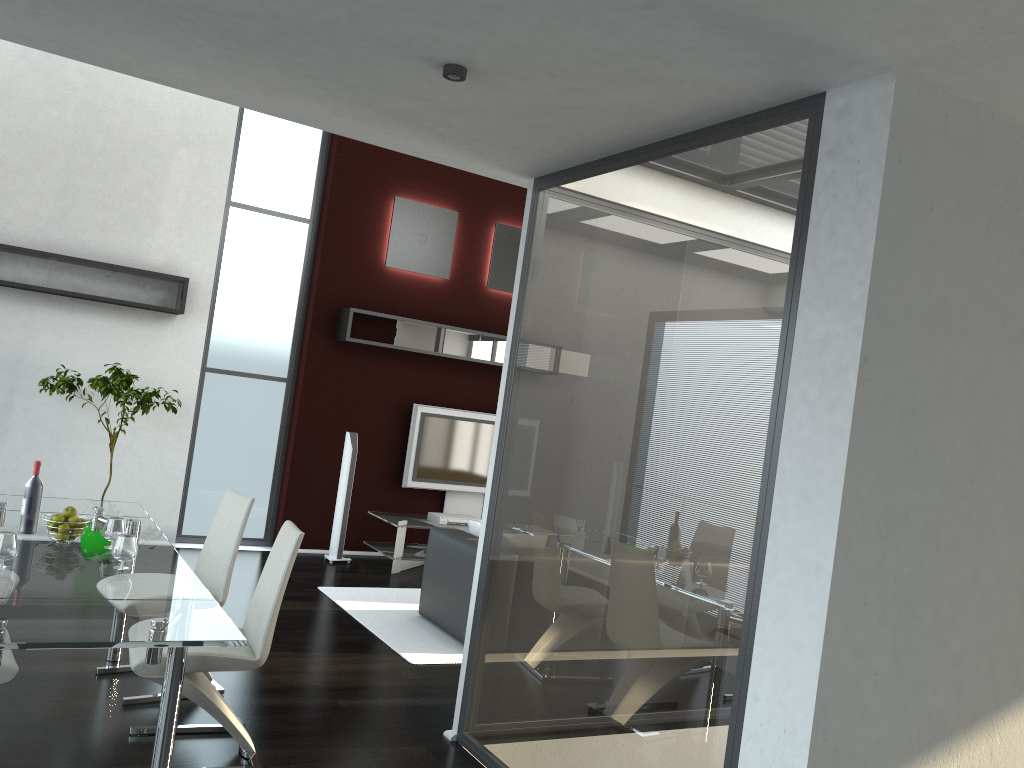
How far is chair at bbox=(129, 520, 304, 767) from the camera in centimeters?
346cm

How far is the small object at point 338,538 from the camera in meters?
7.9 m

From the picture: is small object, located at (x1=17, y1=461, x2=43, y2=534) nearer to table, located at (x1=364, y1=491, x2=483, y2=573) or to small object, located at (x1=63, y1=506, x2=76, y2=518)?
small object, located at (x1=63, y1=506, x2=76, y2=518)

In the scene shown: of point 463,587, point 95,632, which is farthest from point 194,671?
point 463,587

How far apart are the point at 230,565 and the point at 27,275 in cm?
370

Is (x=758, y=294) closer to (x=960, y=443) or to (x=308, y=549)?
(x=960, y=443)

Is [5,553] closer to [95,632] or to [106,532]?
[106,532]

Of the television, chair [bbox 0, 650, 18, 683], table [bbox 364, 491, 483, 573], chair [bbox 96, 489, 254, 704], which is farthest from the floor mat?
chair [bbox 0, 650, 18, 683]

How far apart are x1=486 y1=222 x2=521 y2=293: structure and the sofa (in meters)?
3.33

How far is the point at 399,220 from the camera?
8.4m
